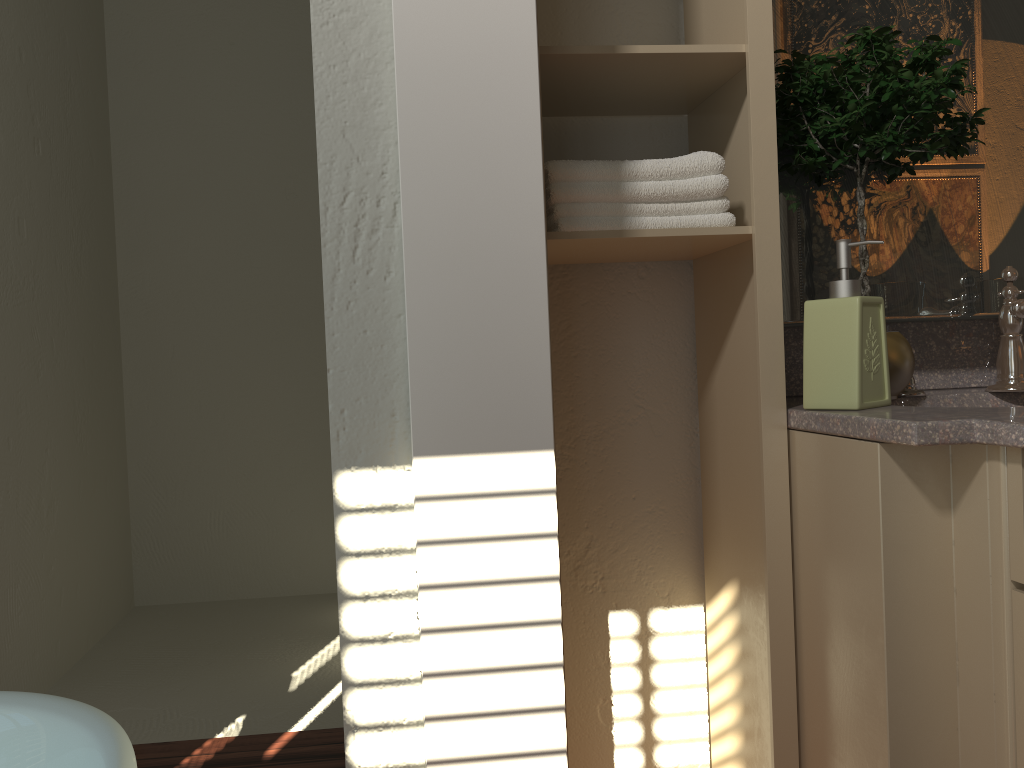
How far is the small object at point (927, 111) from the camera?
1.3 meters

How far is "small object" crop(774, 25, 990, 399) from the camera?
1.31m

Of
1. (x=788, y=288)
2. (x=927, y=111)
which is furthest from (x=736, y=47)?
(x=788, y=288)

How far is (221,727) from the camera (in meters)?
2.50

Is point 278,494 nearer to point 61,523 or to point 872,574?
point 61,523

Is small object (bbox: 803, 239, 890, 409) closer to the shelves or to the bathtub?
the shelves

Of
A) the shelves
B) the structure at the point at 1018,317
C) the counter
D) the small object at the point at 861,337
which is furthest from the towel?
the structure at the point at 1018,317

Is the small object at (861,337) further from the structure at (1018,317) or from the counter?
the structure at (1018,317)

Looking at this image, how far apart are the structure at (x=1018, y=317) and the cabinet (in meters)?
0.29

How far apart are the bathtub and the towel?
0.8 meters
